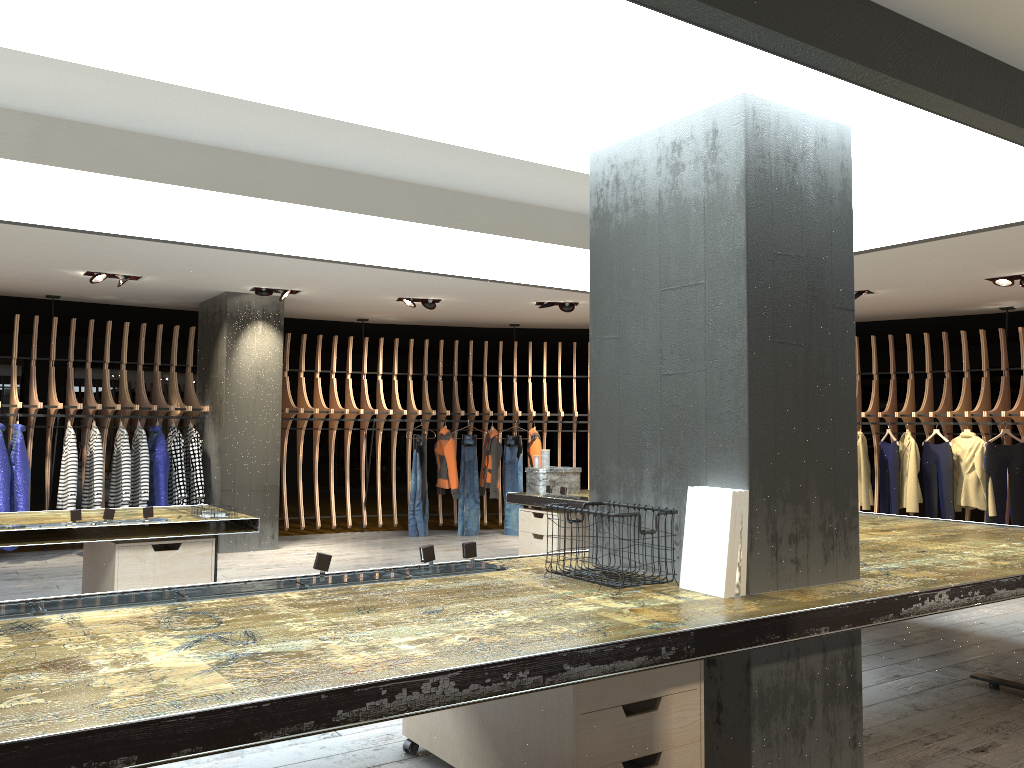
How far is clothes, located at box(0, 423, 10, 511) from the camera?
8.42m

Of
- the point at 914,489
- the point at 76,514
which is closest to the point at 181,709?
the point at 76,514

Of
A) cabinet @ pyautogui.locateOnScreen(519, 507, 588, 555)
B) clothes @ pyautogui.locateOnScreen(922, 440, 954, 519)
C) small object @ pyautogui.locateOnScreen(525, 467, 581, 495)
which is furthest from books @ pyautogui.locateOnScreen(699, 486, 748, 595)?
clothes @ pyautogui.locateOnScreen(922, 440, 954, 519)

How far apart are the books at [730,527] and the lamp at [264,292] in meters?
7.0

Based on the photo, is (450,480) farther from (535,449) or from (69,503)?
(69,503)

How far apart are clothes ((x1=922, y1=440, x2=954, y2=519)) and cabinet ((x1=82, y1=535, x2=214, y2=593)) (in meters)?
7.78

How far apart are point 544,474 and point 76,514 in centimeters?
391cm

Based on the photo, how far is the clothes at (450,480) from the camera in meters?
10.8 m

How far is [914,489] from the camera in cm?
970

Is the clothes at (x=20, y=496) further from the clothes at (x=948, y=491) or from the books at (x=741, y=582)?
the clothes at (x=948, y=491)
